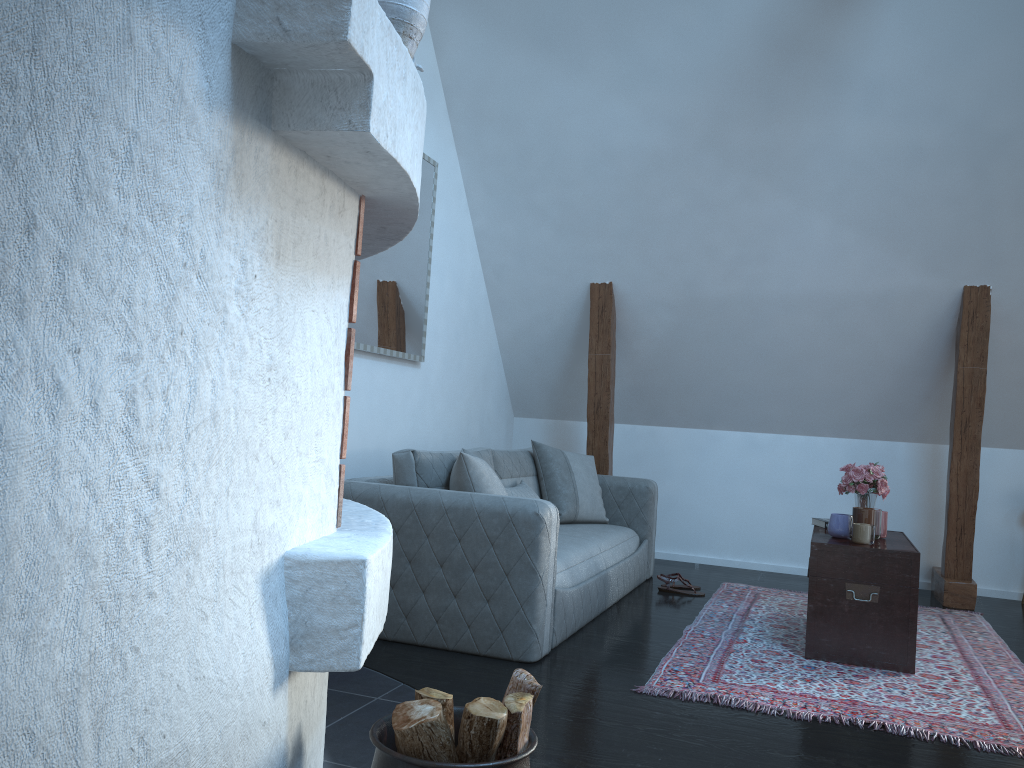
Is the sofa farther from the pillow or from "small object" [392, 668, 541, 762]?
"small object" [392, 668, 541, 762]

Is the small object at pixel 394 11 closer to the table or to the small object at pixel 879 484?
the table

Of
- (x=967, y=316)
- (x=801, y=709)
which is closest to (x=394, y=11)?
(x=801, y=709)

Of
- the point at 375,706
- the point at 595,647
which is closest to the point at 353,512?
the point at 375,706

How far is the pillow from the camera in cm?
375

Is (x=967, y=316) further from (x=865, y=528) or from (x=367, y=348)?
(x=367, y=348)

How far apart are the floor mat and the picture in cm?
209

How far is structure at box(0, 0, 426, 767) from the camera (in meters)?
1.06

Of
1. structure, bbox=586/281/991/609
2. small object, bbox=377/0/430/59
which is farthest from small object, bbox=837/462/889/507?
small object, bbox=377/0/430/59

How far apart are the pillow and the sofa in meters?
0.0 m
